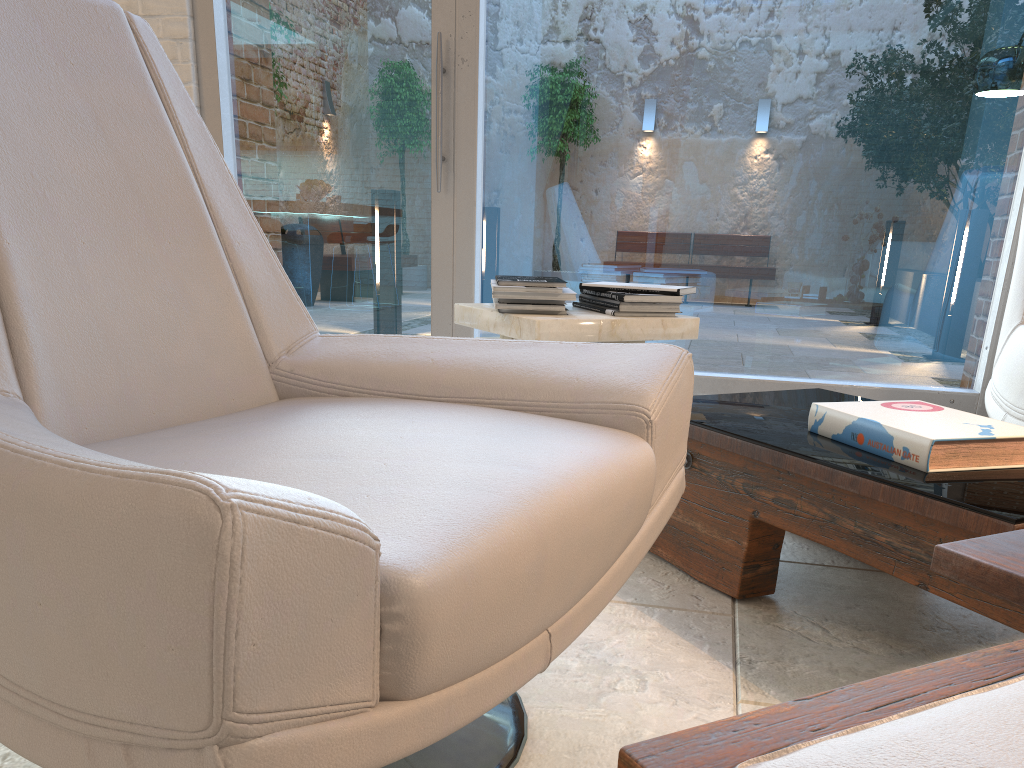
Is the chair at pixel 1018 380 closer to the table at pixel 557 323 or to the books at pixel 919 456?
the books at pixel 919 456

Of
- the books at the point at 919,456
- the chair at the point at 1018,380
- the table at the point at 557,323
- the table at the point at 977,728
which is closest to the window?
the chair at the point at 1018,380

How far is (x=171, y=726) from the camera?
0.6 meters

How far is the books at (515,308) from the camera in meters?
2.3 m

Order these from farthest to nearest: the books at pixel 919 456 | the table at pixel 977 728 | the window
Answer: the window < the books at pixel 919 456 < the table at pixel 977 728

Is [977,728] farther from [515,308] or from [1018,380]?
[1018,380]

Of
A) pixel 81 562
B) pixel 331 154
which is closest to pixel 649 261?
pixel 331 154

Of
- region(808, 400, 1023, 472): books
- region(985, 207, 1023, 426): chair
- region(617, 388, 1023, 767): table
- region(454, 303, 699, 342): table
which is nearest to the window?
region(985, 207, 1023, 426): chair

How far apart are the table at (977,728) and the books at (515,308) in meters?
0.4 m

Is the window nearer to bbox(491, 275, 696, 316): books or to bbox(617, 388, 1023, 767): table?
bbox(491, 275, 696, 316): books
